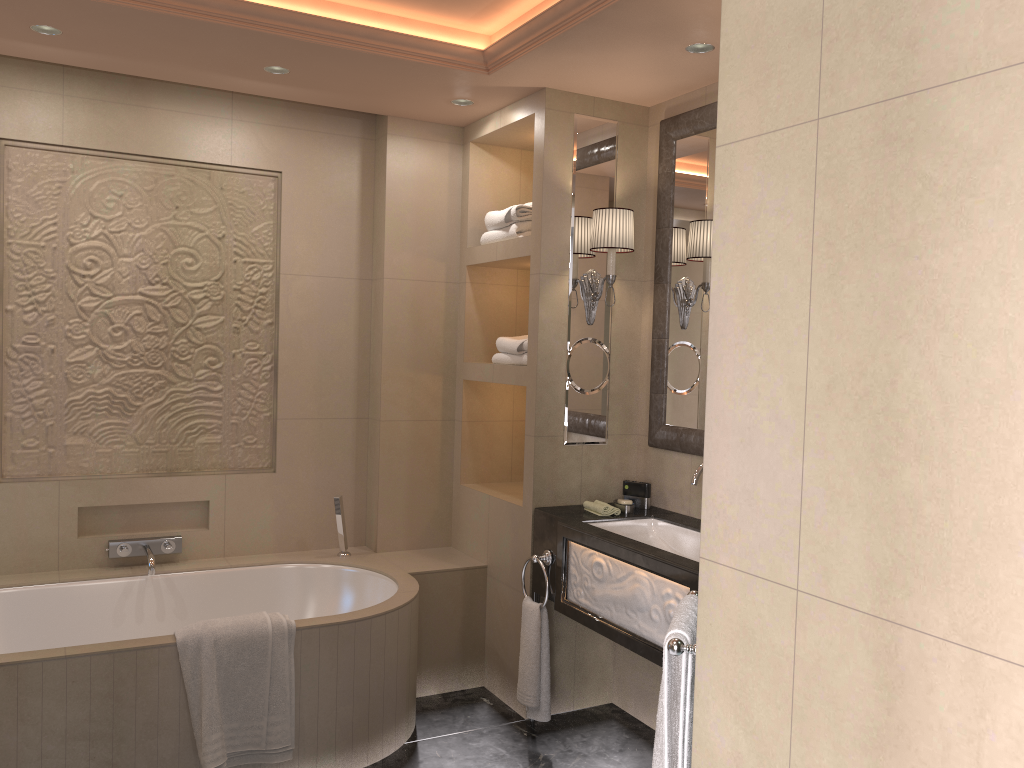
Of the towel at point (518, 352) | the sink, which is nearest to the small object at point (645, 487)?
the sink

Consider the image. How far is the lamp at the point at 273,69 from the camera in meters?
3.3 m

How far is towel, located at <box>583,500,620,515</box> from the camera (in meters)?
3.37

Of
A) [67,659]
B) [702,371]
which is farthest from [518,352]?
[67,659]

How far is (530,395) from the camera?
3.5 meters

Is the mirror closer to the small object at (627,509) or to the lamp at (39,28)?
the small object at (627,509)

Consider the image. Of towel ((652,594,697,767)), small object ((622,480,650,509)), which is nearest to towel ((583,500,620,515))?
small object ((622,480,650,509))

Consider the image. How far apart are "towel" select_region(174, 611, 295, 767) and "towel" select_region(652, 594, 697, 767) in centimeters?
143cm

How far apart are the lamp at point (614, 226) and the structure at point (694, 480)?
0.84m

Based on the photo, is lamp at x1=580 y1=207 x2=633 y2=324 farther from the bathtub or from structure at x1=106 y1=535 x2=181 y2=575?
structure at x1=106 y1=535 x2=181 y2=575
